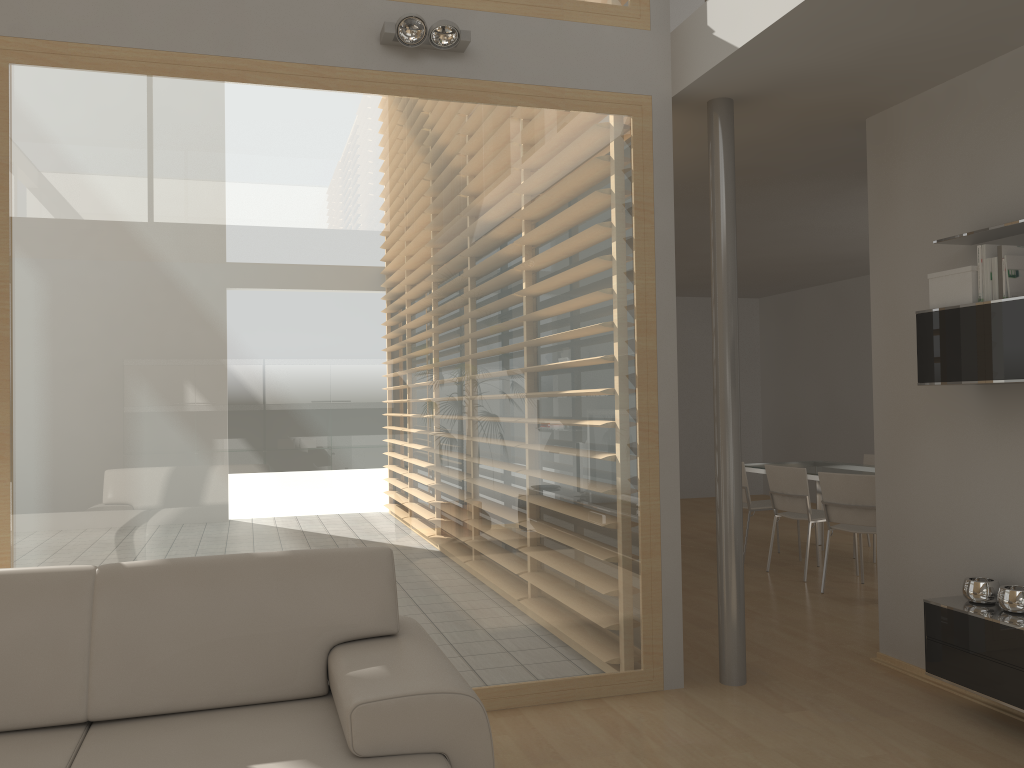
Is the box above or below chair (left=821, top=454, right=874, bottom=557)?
above

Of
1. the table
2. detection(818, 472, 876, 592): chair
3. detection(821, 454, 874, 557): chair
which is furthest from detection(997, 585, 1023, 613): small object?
detection(821, 454, 874, 557): chair

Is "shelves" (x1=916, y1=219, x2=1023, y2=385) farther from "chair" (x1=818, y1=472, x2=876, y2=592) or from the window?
"chair" (x1=818, y1=472, x2=876, y2=592)

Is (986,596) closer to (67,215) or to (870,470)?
(870,470)

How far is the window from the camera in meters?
3.3 m

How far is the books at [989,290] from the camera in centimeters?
340cm

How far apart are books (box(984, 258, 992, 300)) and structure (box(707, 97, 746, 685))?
1.05m

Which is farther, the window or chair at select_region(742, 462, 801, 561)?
chair at select_region(742, 462, 801, 561)

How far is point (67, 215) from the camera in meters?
3.3 m

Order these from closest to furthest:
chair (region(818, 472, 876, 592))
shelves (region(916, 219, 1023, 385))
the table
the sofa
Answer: the sofa → shelves (region(916, 219, 1023, 385)) → chair (region(818, 472, 876, 592)) → the table
